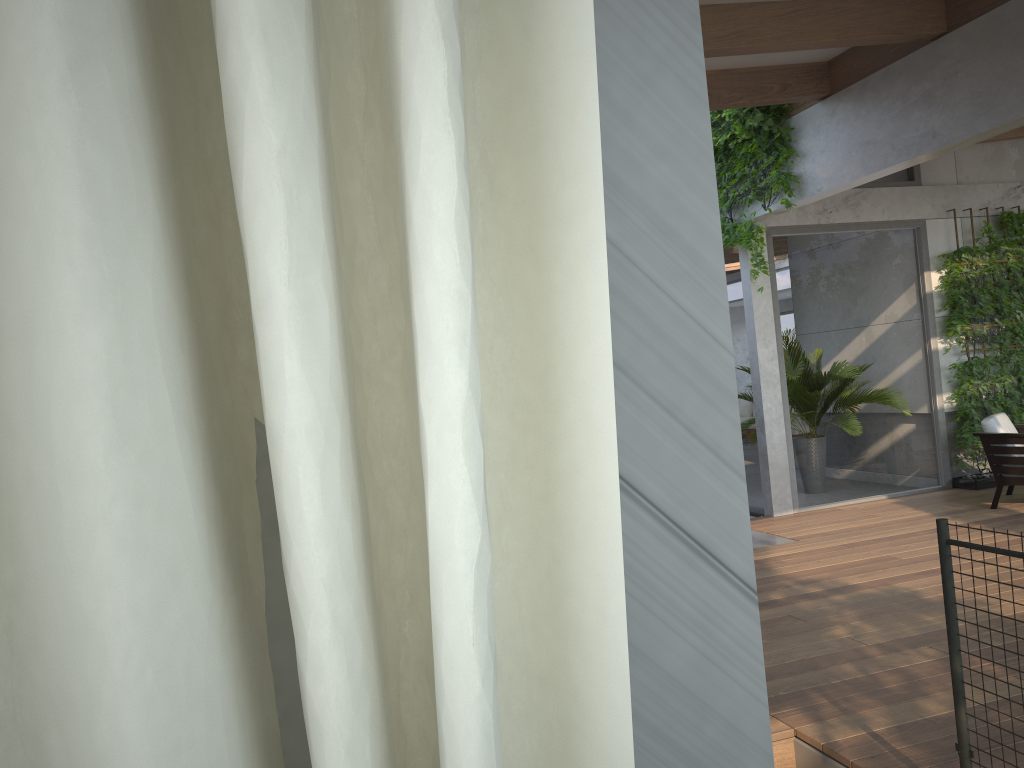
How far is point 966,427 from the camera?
8.5 meters

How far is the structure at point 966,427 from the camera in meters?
8.5 m

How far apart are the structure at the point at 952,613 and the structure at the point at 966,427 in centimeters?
649cm

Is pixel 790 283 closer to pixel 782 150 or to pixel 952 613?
pixel 782 150

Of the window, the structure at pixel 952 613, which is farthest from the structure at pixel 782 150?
the structure at pixel 952 613

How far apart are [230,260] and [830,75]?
7.06m

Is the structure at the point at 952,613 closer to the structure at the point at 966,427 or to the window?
the window

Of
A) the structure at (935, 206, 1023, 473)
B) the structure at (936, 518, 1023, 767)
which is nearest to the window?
the structure at (935, 206, 1023, 473)

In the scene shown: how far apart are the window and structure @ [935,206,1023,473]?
0.1 meters

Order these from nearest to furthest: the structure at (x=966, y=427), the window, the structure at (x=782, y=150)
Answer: the structure at (x=782, y=150)
the window
the structure at (x=966, y=427)
